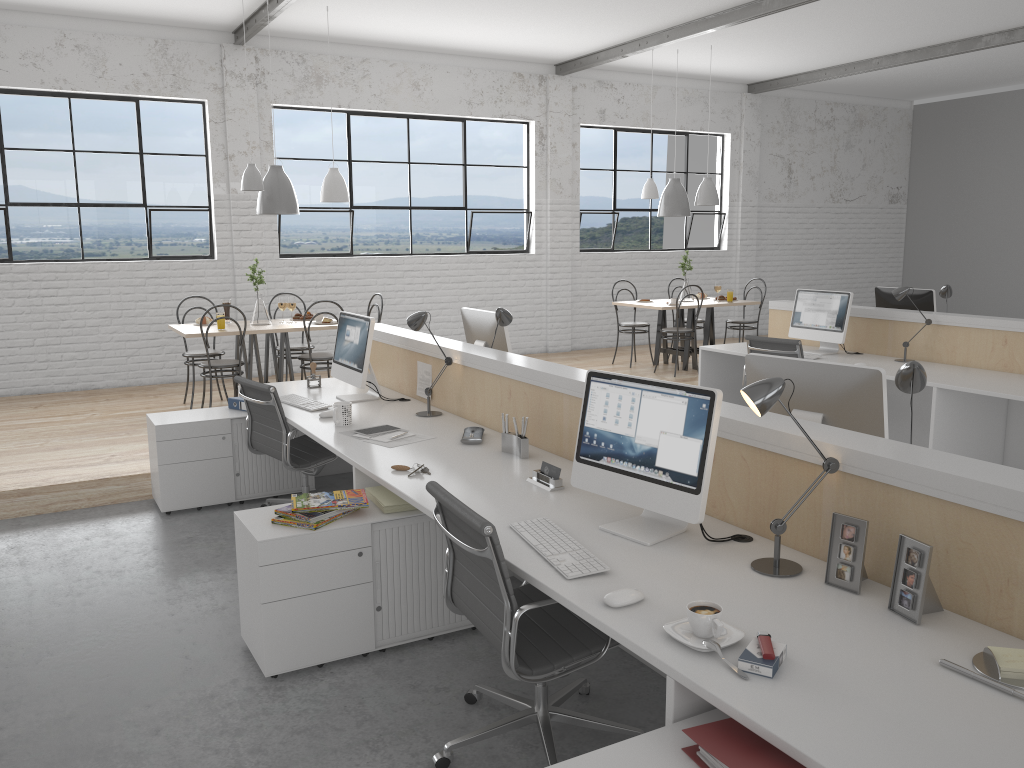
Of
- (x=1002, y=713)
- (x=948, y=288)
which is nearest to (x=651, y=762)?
(x=1002, y=713)

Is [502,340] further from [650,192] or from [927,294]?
[650,192]

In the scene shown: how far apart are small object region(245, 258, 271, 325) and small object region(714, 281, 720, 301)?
3.53m

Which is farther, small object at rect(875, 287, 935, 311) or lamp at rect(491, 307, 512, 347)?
small object at rect(875, 287, 935, 311)

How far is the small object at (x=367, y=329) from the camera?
3.6 meters

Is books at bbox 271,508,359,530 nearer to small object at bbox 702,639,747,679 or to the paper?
the paper

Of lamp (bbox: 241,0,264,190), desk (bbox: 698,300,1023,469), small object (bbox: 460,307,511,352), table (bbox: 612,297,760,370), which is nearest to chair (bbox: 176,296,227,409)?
lamp (bbox: 241,0,264,190)

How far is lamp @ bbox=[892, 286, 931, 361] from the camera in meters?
4.8 m

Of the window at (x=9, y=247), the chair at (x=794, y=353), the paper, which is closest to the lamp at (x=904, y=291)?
the chair at (x=794, y=353)

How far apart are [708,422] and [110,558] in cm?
248
